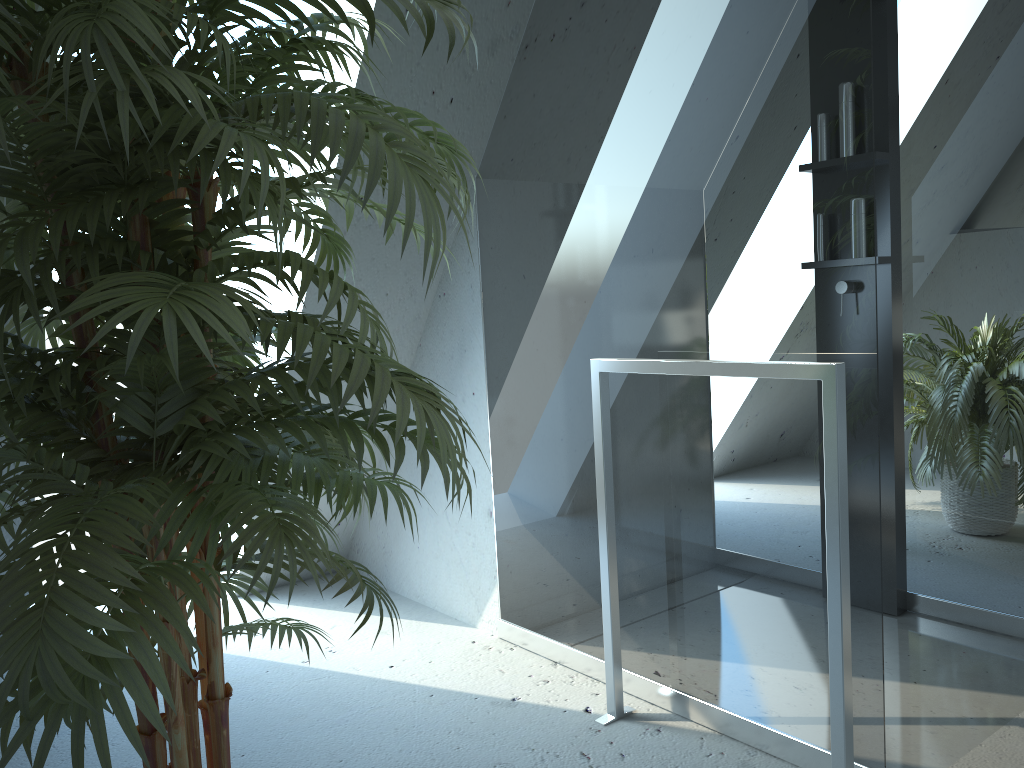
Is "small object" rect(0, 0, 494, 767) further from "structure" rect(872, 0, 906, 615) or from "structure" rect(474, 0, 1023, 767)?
"structure" rect(872, 0, 906, 615)

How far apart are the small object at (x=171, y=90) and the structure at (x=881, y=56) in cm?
160

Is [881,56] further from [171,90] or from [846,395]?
[171,90]

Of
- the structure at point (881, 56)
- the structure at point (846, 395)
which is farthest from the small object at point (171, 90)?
the structure at point (881, 56)

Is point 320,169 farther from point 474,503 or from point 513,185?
point 474,503

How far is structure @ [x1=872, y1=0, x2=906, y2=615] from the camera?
2.5m

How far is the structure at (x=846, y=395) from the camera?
1.7 meters

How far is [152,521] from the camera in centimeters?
91cm

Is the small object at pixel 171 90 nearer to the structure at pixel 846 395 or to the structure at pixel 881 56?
the structure at pixel 846 395

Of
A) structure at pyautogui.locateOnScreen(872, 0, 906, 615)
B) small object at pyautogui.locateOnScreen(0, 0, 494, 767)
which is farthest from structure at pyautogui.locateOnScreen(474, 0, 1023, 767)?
small object at pyautogui.locateOnScreen(0, 0, 494, 767)
